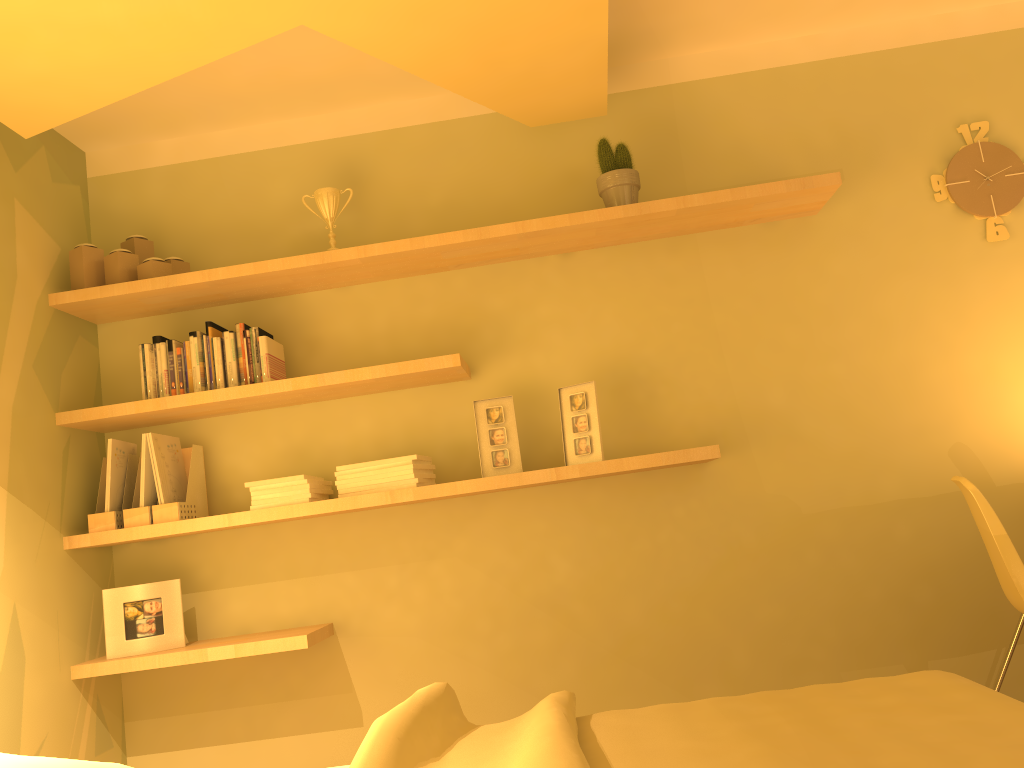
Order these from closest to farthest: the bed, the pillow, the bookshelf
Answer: the bed < the pillow < the bookshelf

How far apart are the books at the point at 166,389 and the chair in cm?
241

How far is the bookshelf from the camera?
2.7 meters

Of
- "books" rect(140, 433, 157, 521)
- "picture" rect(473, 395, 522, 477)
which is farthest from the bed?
"books" rect(140, 433, 157, 521)

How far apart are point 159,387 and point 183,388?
0.09m

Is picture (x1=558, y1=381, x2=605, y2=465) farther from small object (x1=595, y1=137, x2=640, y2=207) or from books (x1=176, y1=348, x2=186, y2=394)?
books (x1=176, y1=348, x2=186, y2=394)

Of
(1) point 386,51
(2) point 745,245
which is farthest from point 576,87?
(2) point 745,245

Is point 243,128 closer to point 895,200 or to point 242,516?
point 242,516

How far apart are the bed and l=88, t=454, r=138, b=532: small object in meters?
1.5 m

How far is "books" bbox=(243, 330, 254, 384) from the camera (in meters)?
2.92
